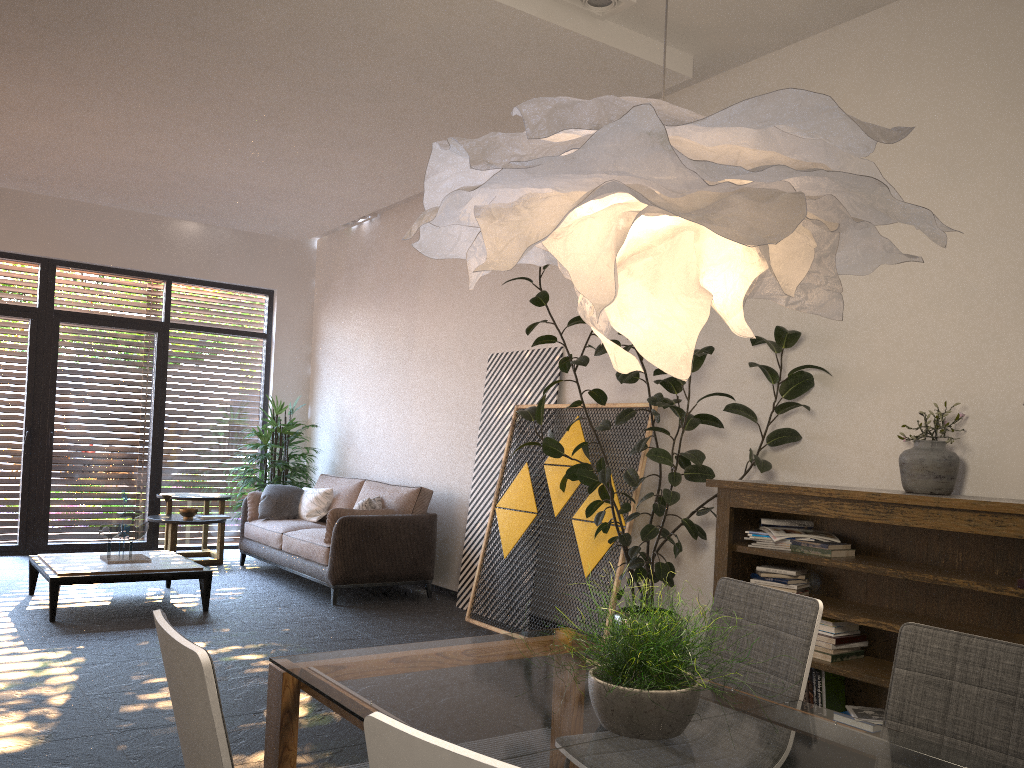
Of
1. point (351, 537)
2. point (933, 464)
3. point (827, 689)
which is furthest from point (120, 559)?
point (933, 464)

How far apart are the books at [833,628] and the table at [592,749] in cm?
197

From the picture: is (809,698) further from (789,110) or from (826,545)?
(789,110)

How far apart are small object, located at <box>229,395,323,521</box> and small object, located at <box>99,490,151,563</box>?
2.27m

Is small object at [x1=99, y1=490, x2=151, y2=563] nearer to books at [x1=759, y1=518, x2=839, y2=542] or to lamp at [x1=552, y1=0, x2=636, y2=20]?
books at [x1=759, y1=518, x2=839, y2=542]

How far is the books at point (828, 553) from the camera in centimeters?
409cm

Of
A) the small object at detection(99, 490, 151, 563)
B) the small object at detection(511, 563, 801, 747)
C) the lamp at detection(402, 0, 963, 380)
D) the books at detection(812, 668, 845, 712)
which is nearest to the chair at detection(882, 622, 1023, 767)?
the small object at detection(511, 563, 801, 747)

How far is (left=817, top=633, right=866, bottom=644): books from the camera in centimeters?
402cm

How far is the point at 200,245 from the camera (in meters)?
9.52

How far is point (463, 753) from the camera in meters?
1.1
